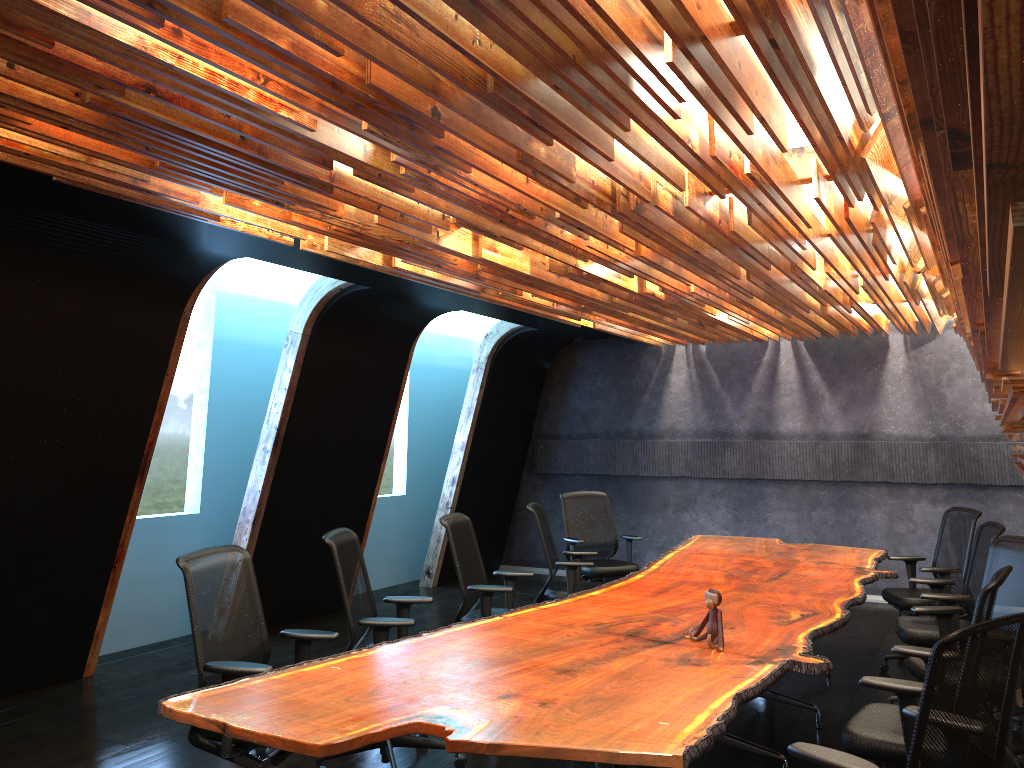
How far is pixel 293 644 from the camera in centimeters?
789cm

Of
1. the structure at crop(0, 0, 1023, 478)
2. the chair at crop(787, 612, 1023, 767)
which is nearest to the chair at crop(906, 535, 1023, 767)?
the structure at crop(0, 0, 1023, 478)

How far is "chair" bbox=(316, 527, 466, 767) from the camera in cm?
476

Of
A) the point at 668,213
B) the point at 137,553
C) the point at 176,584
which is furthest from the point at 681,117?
the point at 176,584

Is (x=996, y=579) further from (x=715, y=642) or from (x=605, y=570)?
(x=605, y=570)

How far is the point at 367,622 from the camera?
4.76m

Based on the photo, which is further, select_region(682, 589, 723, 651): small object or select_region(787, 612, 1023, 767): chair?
select_region(682, 589, 723, 651): small object

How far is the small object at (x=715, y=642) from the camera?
4.2m

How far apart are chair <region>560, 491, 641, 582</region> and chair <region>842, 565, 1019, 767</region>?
4.4 meters

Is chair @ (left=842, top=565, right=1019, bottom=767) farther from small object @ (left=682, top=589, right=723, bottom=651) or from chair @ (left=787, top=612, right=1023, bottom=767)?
small object @ (left=682, top=589, right=723, bottom=651)
